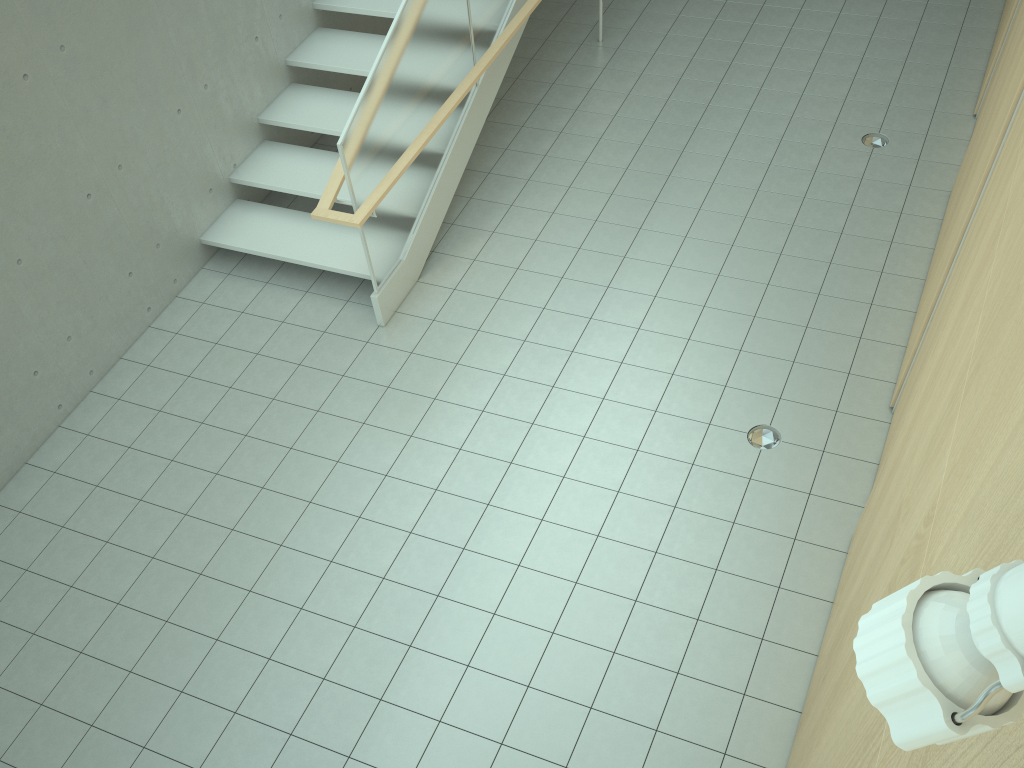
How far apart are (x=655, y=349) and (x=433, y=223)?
1.9m

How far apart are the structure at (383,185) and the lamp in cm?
480

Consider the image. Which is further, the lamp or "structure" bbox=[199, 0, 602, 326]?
"structure" bbox=[199, 0, 602, 326]

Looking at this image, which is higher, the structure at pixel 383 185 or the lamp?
the lamp

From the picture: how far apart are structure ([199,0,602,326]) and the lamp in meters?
4.8

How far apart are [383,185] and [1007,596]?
5.2 meters

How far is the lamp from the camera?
0.5m

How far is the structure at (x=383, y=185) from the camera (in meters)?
5.38

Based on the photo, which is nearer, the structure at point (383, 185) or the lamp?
the lamp

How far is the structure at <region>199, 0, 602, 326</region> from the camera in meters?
5.4
